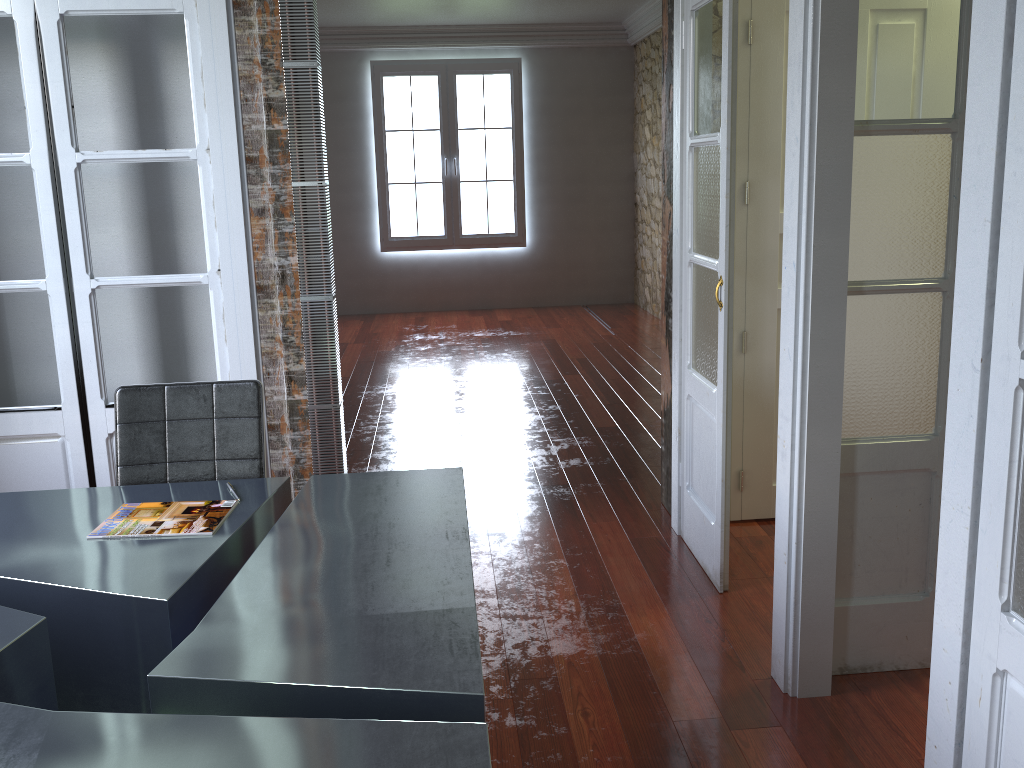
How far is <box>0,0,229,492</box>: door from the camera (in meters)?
2.90

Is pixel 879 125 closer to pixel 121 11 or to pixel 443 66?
pixel 121 11

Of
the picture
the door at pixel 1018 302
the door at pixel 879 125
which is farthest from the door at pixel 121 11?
the picture

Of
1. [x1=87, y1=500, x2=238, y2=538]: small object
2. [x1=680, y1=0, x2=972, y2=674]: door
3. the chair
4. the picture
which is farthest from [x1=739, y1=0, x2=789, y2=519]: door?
the picture

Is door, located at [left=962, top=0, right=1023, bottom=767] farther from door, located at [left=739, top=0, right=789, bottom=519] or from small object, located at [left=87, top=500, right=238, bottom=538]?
door, located at [left=739, top=0, right=789, bottom=519]

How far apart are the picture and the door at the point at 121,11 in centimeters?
642cm

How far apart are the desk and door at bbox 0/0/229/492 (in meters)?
0.72

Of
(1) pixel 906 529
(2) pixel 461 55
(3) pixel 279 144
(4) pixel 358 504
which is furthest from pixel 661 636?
(2) pixel 461 55

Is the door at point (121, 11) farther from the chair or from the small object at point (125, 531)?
the small object at point (125, 531)

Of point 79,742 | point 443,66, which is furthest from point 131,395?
point 443,66
